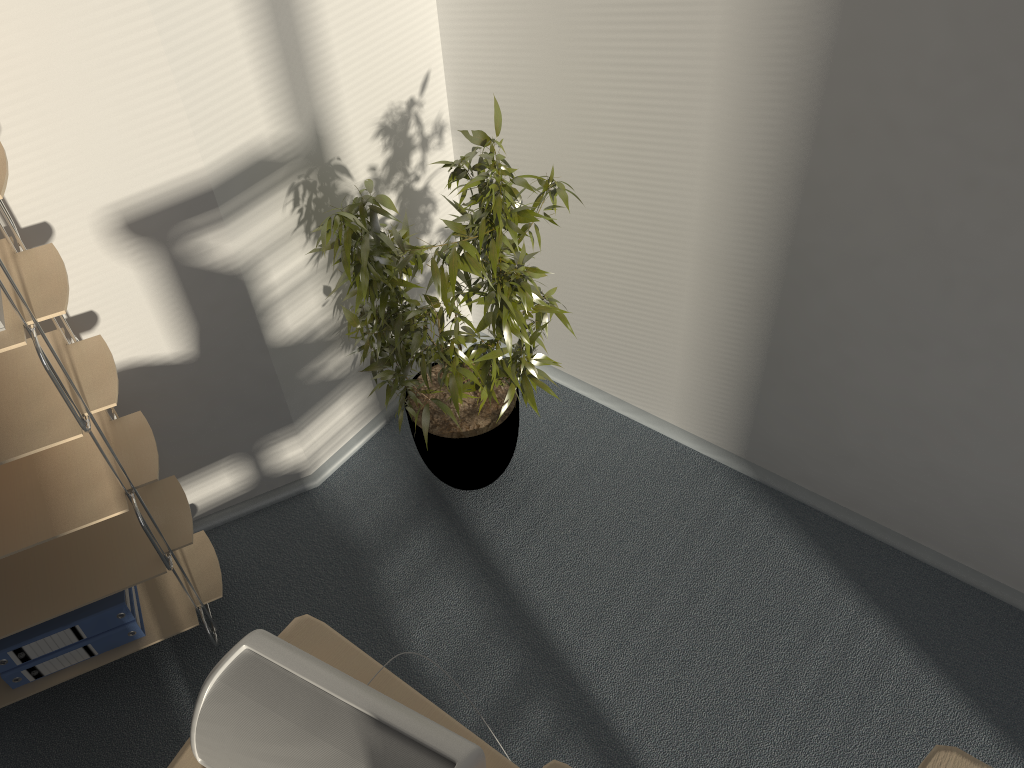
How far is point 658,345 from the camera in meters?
2.6 m

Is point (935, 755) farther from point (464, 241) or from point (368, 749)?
point (464, 241)

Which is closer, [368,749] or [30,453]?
[368,749]

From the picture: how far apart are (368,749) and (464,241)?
1.12m

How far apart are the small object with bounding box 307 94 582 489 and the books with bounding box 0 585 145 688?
0.85m

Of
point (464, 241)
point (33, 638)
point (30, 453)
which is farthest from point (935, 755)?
point (33, 638)

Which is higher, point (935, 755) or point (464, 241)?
point (935, 755)

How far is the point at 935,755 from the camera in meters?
0.7 m

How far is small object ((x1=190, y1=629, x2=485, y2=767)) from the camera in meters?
1.3

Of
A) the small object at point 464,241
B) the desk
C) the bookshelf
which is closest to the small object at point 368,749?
the desk
